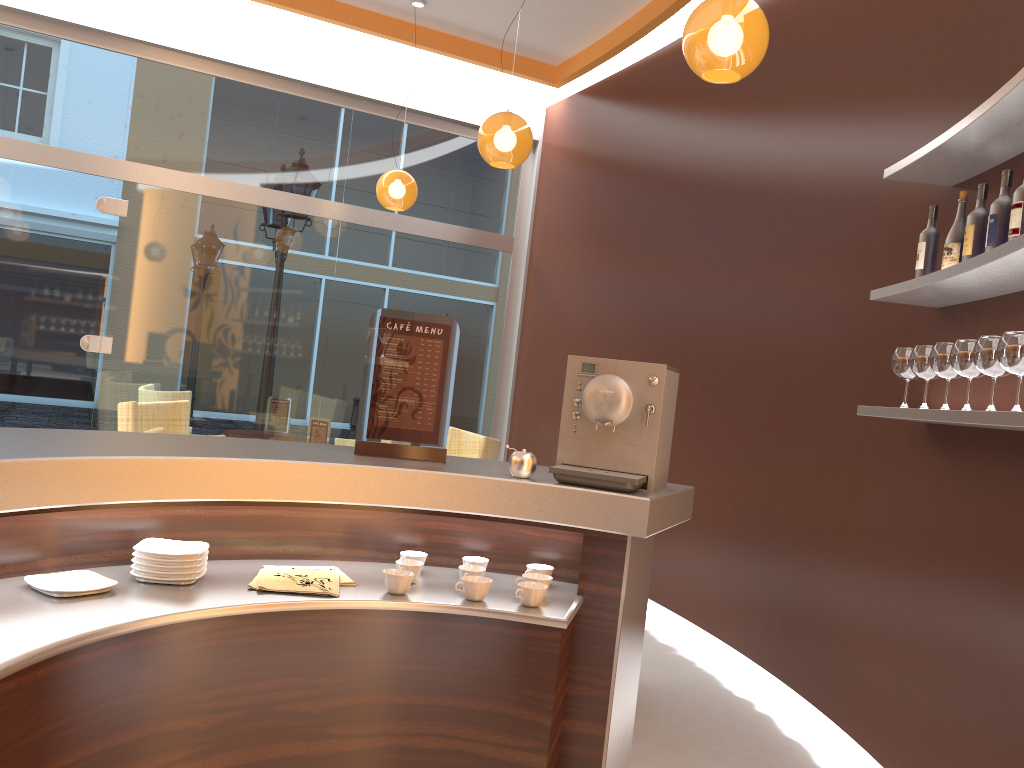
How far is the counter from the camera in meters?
1.7

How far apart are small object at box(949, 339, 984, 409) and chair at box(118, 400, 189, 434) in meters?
4.1

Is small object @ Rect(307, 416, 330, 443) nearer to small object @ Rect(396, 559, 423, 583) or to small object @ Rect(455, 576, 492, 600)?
A: small object @ Rect(396, 559, 423, 583)

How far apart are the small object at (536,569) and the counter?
0.0m

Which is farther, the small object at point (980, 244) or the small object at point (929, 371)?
the small object at point (929, 371)

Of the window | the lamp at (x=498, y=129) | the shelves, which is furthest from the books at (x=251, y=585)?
the window

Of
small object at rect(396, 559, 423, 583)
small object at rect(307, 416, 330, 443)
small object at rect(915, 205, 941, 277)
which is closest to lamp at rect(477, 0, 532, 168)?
small object at rect(307, 416, 330, 443)

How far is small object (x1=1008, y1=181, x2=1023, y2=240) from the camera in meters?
2.4 m

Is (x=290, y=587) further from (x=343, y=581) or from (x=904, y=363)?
(x=904, y=363)

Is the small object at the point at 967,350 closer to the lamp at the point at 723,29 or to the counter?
the counter
